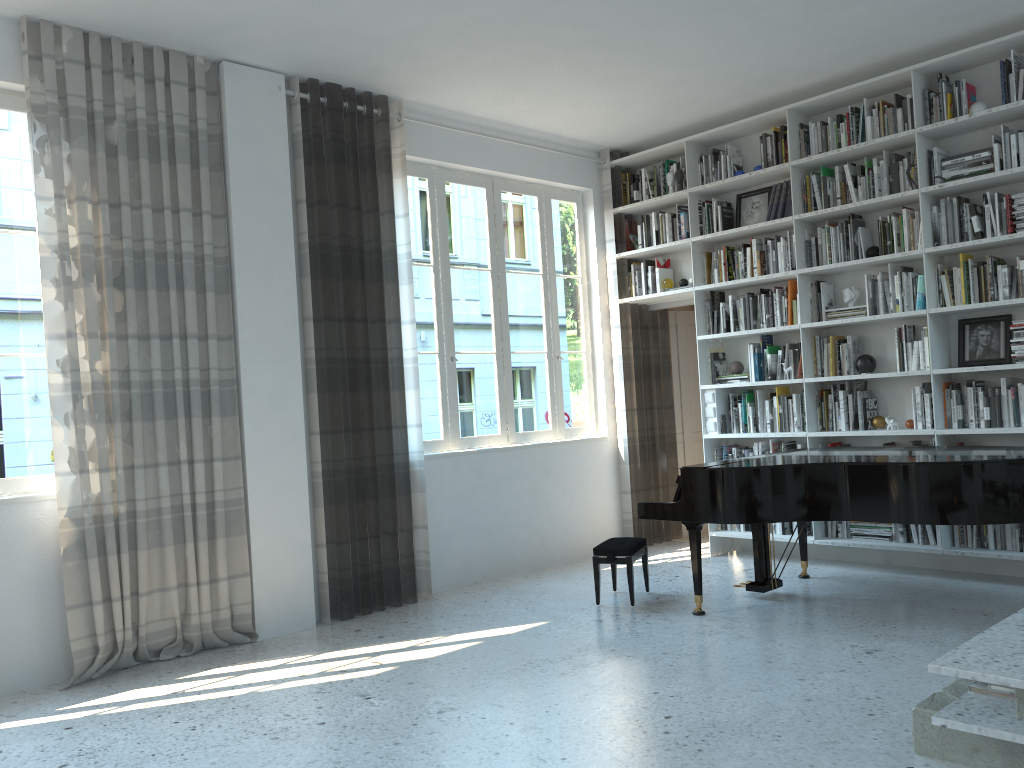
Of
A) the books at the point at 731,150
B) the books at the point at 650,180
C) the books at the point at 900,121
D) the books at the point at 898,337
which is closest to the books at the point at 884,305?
the books at the point at 898,337

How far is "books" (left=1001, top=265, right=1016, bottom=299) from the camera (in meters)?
5.16

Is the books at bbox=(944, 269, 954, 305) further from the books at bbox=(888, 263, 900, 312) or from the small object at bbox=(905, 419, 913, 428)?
the small object at bbox=(905, 419, 913, 428)

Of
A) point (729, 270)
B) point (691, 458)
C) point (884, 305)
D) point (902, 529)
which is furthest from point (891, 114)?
point (691, 458)

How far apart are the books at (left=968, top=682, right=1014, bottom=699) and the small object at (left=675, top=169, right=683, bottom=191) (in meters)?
4.59

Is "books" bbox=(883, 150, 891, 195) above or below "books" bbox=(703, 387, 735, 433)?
above

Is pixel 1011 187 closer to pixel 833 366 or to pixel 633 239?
pixel 833 366

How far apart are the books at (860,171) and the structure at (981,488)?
1.86m

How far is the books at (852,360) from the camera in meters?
5.9

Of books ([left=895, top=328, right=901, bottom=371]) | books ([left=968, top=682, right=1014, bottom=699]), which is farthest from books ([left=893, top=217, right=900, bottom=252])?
books ([left=968, top=682, right=1014, bottom=699])
